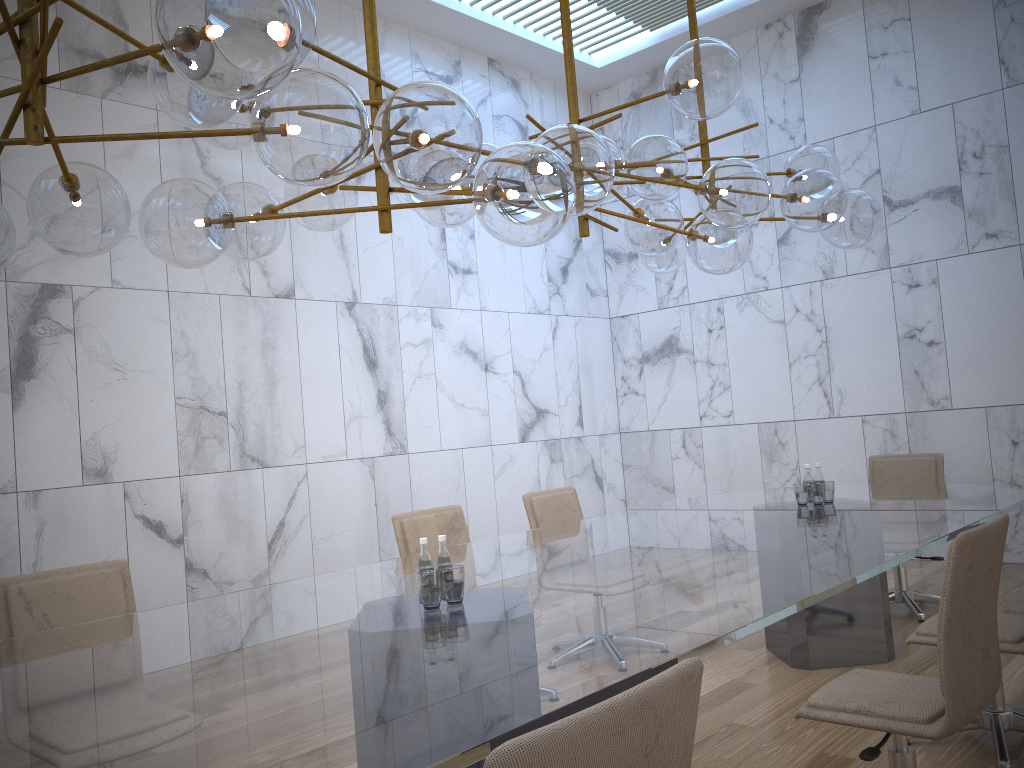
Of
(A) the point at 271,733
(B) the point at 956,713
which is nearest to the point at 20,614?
(A) the point at 271,733

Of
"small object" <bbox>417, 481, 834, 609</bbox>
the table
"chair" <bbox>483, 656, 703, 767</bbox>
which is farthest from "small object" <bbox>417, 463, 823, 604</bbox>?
"chair" <bbox>483, 656, 703, 767</bbox>

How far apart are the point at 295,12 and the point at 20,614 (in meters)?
2.49

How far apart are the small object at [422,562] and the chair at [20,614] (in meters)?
1.35

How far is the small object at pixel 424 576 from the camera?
2.8 meters

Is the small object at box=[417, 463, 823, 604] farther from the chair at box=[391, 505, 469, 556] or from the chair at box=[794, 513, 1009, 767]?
the chair at box=[391, 505, 469, 556]

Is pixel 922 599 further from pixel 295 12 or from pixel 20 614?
pixel 295 12

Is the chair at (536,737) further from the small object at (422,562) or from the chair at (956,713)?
the small object at (422,562)

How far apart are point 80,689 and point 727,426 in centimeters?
730cm

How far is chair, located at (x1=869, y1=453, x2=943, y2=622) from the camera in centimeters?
573cm
